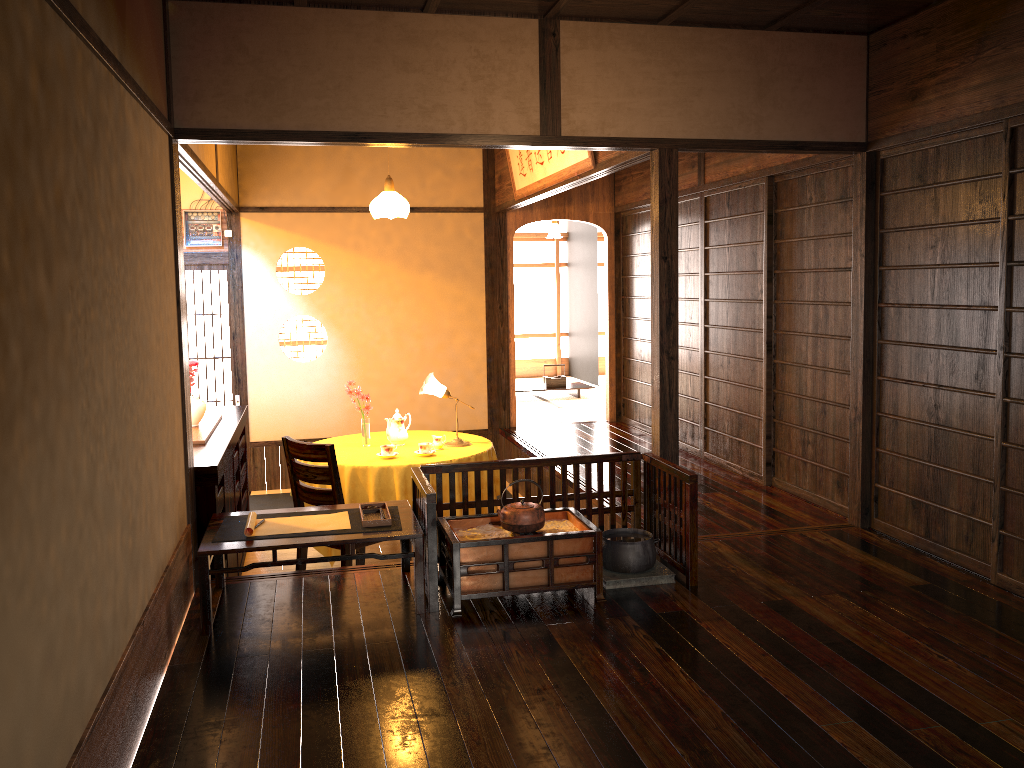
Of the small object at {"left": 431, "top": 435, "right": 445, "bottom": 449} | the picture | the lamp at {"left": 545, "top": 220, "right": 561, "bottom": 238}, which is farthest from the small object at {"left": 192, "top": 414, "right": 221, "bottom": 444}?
the lamp at {"left": 545, "top": 220, "right": 561, "bottom": 238}

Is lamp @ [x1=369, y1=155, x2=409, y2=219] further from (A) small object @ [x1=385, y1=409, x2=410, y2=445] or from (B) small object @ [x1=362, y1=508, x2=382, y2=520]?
(B) small object @ [x1=362, y1=508, x2=382, y2=520]

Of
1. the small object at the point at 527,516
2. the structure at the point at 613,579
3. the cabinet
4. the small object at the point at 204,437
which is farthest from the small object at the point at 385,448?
the structure at the point at 613,579

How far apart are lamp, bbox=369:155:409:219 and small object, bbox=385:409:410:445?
1.3 meters

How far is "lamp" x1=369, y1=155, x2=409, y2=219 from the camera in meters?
6.4

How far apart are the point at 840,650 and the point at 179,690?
2.3 meters

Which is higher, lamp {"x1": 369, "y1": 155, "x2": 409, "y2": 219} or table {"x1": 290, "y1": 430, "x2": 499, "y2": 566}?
lamp {"x1": 369, "y1": 155, "x2": 409, "y2": 219}

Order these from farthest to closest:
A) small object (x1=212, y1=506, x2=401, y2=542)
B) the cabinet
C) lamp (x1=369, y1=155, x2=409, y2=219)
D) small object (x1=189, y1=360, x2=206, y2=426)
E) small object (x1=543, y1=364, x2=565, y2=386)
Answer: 1. small object (x1=543, y1=364, x2=565, y2=386)
2. lamp (x1=369, y1=155, x2=409, y2=219)
3. small object (x1=189, y1=360, x2=206, y2=426)
4. the cabinet
5. small object (x1=212, y1=506, x2=401, y2=542)

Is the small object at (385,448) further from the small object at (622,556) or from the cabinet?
the small object at (622,556)

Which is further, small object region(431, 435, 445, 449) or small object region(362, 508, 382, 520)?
small object region(431, 435, 445, 449)
